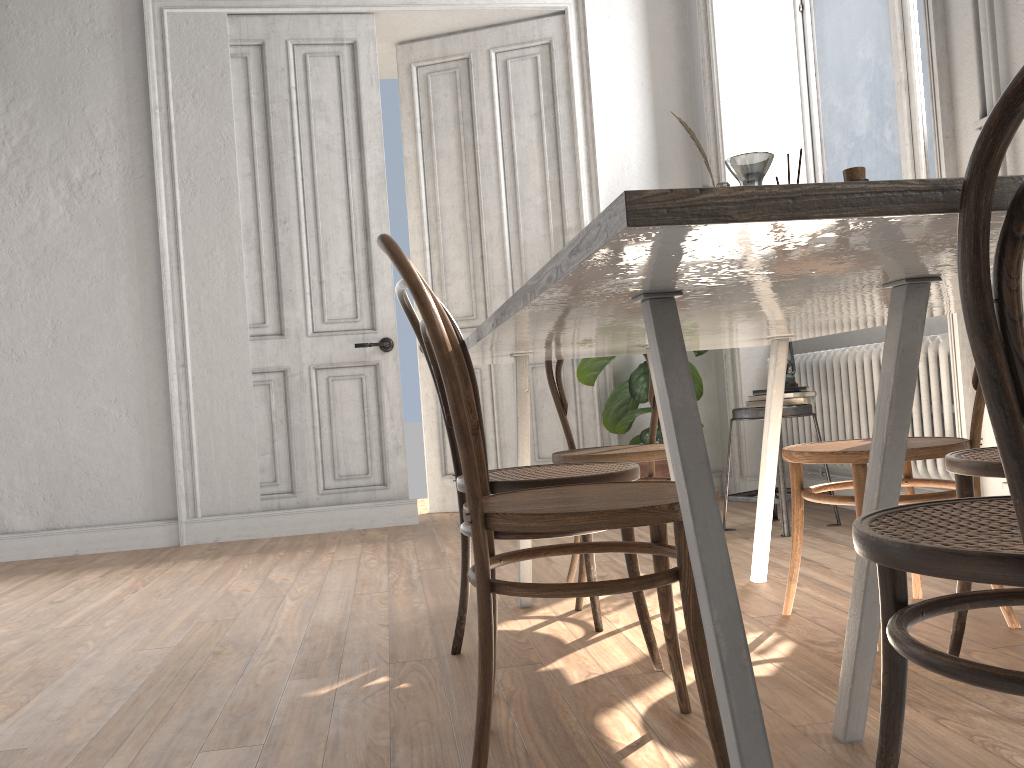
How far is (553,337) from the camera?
1.9 meters

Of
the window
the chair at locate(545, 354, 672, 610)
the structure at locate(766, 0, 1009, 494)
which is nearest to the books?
the structure at locate(766, 0, 1009, 494)

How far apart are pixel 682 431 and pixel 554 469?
1.14m

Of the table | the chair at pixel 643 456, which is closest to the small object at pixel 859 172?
the table

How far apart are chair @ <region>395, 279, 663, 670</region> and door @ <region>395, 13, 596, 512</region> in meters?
2.7

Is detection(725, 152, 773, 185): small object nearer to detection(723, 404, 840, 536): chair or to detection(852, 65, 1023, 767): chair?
detection(852, 65, 1023, 767): chair

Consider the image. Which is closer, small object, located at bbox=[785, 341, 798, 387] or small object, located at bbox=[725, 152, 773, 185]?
small object, located at bbox=[725, 152, 773, 185]

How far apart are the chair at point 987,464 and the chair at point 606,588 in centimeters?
56cm

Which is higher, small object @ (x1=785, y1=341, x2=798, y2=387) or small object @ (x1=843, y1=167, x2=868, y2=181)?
small object @ (x1=843, y1=167, x2=868, y2=181)

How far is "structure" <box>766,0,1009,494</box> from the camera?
3.2 meters
